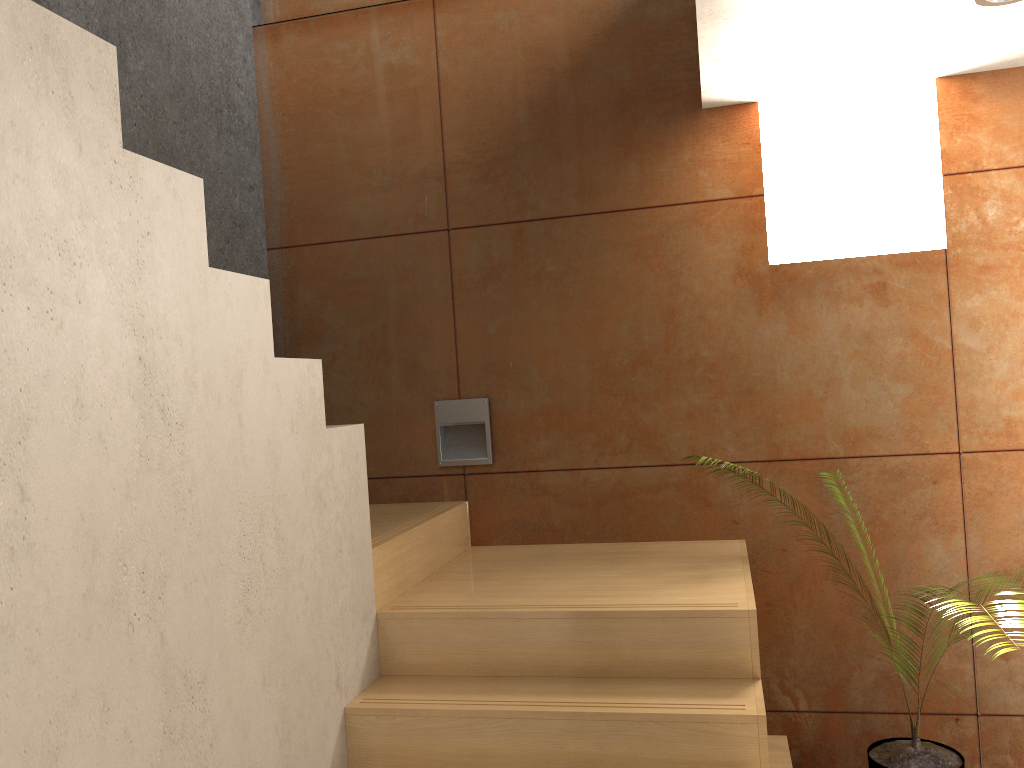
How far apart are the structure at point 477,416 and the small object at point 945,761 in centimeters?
167cm

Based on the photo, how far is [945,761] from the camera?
2.8m

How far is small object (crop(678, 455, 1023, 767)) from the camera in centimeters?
279cm

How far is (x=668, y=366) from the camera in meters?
3.3 m

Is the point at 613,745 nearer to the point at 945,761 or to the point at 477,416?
the point at 945,761

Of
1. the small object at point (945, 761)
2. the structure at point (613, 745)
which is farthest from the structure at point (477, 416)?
the small object at point (945, 761)

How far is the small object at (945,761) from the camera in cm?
279

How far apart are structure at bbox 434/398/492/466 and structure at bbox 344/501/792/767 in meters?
Answer: 0.2

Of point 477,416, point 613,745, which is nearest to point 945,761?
point 613,745

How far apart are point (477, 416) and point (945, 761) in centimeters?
196cm
